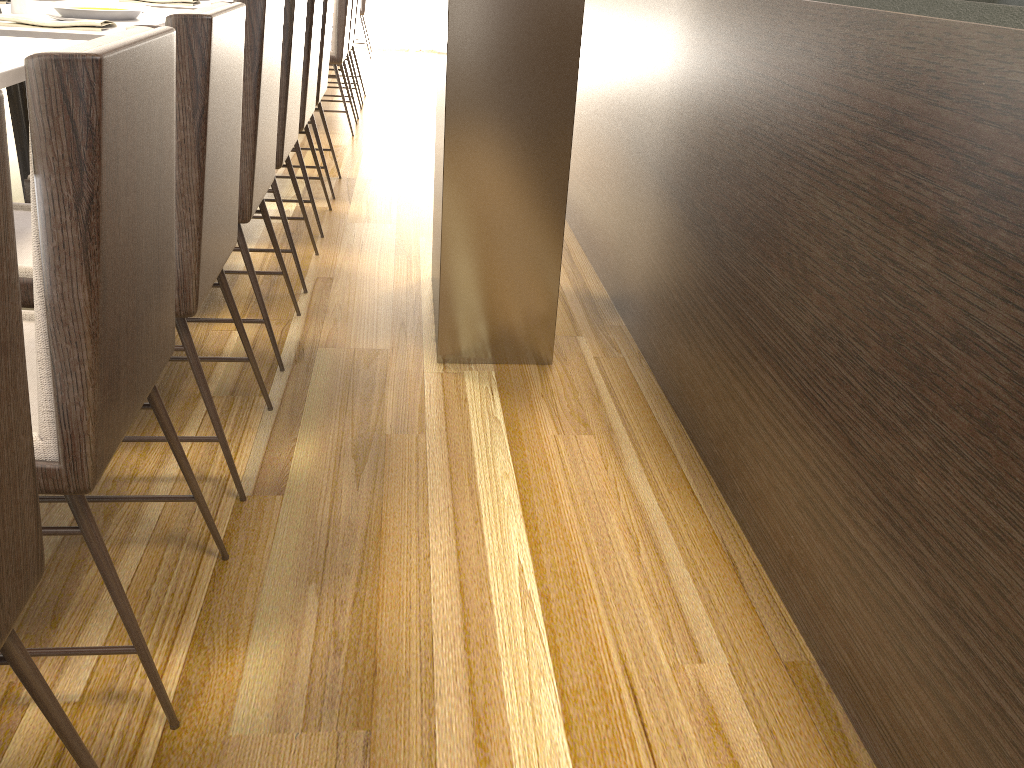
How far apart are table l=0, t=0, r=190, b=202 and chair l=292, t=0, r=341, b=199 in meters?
0.6

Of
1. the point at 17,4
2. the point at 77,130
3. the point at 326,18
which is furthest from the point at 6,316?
the point at 326,18

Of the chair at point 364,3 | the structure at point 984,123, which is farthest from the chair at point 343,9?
the chair at point 364,3

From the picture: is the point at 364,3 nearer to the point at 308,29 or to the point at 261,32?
the point at 308,29

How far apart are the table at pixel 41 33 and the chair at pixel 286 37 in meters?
0.4 m

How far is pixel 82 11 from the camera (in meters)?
2.62

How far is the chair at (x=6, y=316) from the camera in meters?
0.7 m

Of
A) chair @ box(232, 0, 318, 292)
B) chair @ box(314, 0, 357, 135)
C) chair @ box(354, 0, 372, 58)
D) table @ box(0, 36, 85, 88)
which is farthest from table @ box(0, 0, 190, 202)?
chair @ box(354, 0, 372, 58)

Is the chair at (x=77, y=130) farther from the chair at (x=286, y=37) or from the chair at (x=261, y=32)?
the chair at (x=286, y=37)

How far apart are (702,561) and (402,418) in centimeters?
80cm
